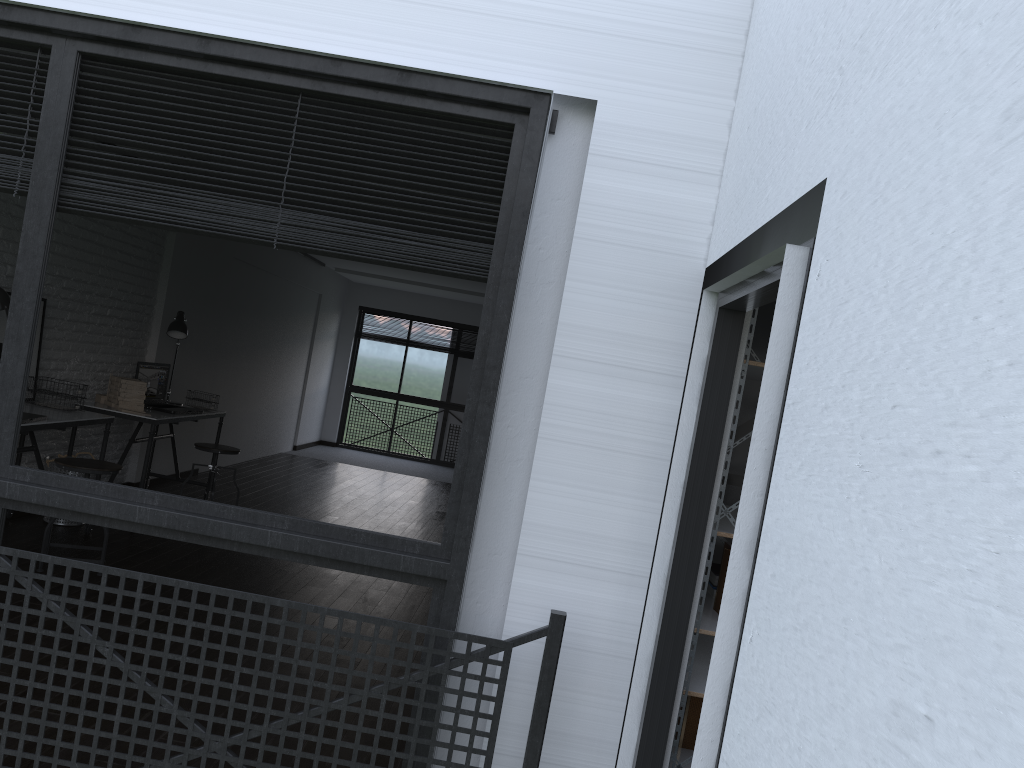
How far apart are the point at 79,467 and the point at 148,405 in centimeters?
179cm

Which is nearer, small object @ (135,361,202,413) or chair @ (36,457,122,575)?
chair @ (36,457,122,575)

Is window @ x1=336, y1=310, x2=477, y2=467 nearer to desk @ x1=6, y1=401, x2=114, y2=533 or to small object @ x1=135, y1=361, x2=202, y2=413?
small object @ x1=135, y1=361, x2=202, y2=413

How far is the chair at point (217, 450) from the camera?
6.21m

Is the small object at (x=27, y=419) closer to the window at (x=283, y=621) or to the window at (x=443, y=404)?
the window at (x=283, y=621)

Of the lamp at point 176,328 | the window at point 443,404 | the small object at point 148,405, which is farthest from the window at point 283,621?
the window at point 443,404

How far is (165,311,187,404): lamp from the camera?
6.45m

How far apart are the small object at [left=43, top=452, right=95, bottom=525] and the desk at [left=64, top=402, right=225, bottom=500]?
0.4 meters

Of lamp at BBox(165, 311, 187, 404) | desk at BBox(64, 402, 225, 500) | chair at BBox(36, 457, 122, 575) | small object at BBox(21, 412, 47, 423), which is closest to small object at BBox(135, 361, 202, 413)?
desk at BBox(64, 402, 225, 500)

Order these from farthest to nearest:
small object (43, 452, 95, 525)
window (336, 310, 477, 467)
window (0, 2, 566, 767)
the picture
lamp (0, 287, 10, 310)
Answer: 1. window (336, 310, 477, 467)
2. small object (43, 452, 95, 525)
3. the picture
4. lamp (0, 287, 10, 310)
5. window (0, 2, 566, 767)
